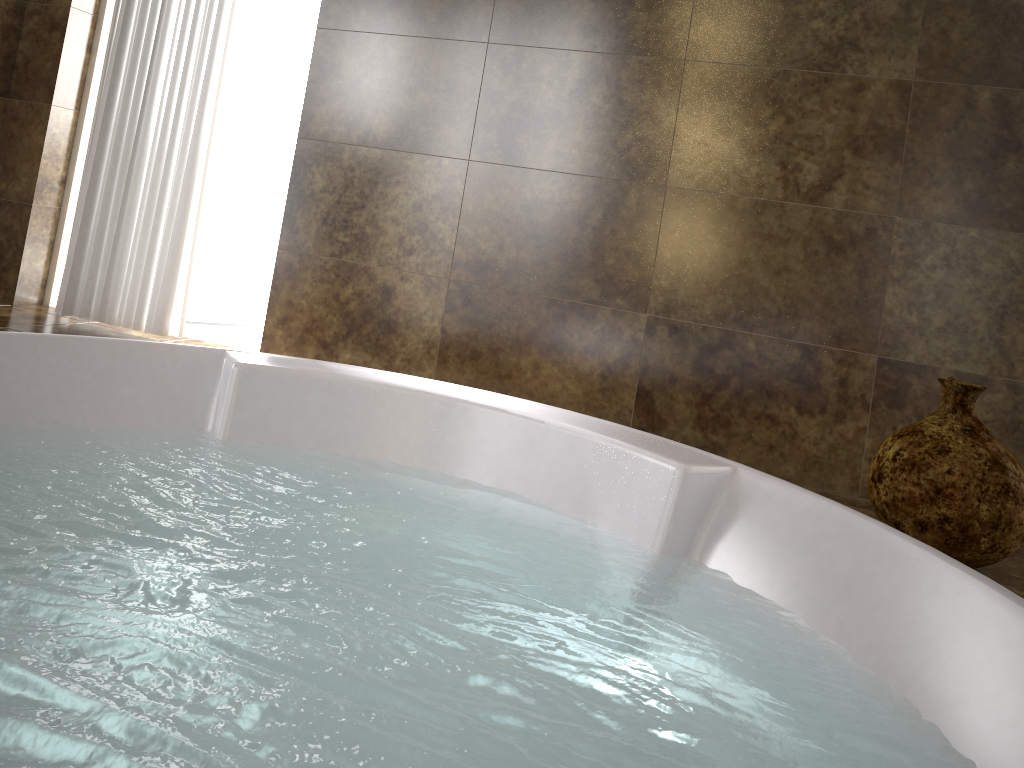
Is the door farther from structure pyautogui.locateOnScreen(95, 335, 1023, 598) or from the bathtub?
structure pyautogui.locateOnScreen(95, 335, 1023, 598)

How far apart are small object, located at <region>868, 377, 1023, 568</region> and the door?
2.8 meters

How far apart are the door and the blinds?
0.6m

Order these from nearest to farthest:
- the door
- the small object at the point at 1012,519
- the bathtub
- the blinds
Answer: the bathtub, the small object at the point at 1012,519, the blinds, the door

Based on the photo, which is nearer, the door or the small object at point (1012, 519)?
the small object at point (1012, 519)

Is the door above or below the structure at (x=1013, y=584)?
above

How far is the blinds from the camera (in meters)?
2.72

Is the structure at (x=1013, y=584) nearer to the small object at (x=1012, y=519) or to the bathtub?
the small object at (x=1012, y=519)

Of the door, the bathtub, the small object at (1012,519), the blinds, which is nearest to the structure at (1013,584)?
the small object at (1012,519)

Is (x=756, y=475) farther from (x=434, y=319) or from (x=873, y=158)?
(x=434, y=319)
